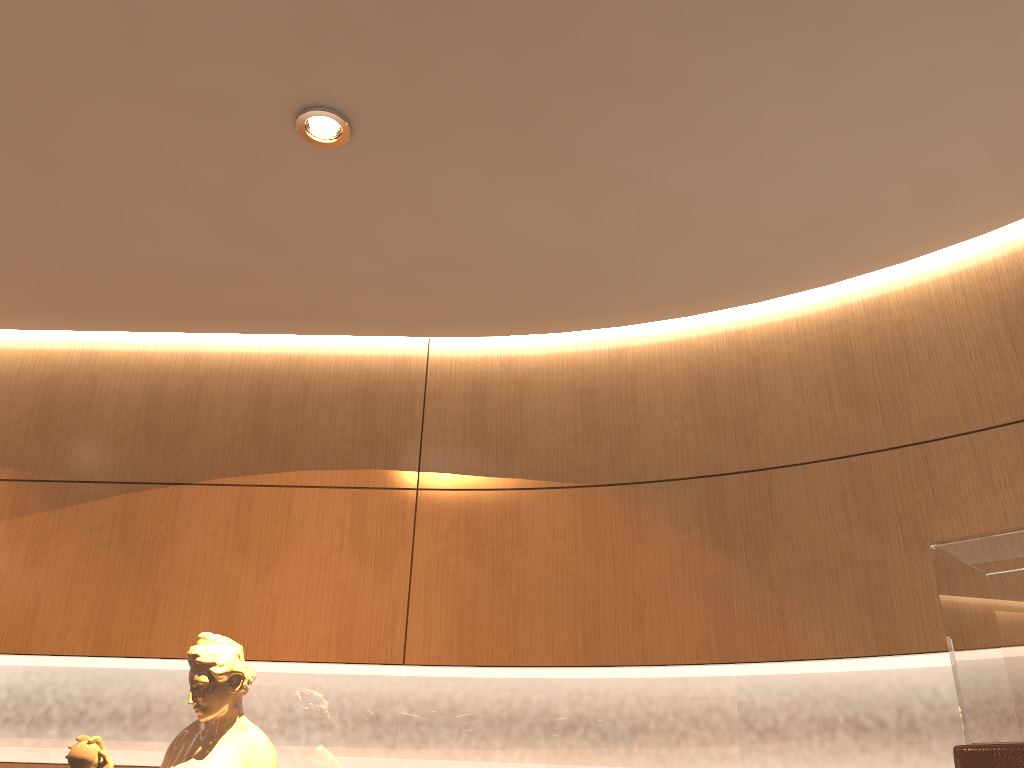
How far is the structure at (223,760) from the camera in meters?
2.8 m

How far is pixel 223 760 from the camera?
2.82m

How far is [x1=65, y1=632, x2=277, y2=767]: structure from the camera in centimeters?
282cm
